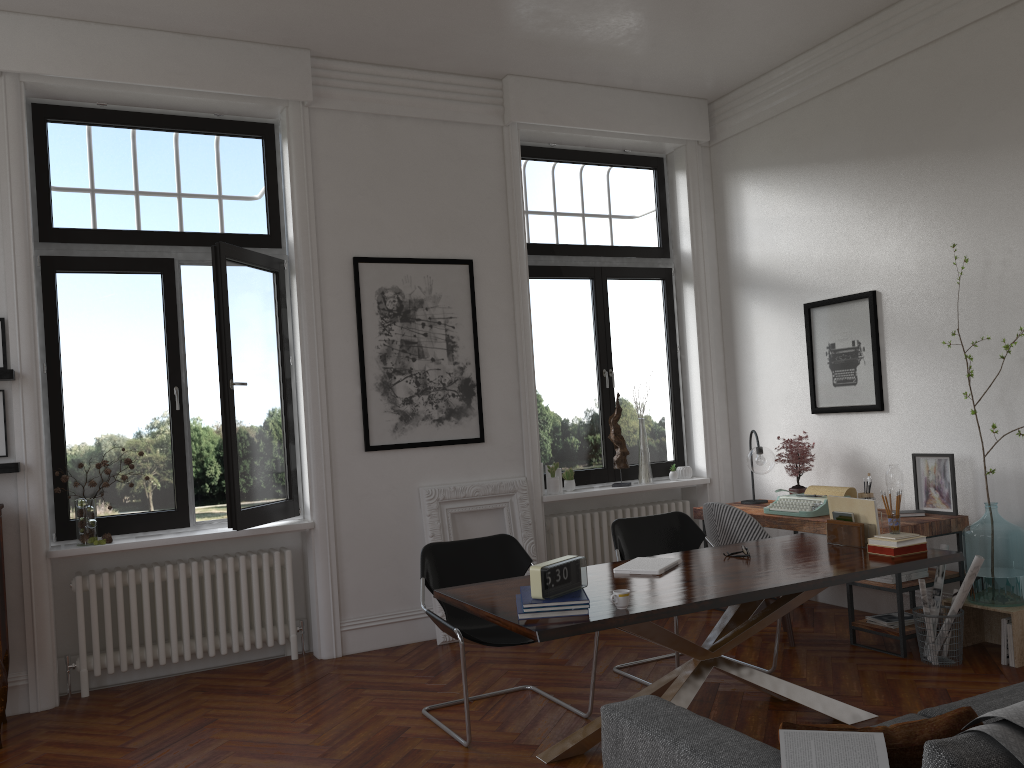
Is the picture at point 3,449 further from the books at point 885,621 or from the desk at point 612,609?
the books at point 885,621

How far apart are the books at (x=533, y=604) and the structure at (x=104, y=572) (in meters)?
2.76

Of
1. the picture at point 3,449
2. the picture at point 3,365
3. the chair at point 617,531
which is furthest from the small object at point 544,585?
the picture at point 3,365

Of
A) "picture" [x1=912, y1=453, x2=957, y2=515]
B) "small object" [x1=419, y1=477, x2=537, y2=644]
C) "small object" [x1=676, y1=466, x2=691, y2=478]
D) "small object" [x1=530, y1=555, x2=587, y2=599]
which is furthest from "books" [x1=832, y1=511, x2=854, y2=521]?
"small object" [x1=676, y1=466, x2=691, y2=478]

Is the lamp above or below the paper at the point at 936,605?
above

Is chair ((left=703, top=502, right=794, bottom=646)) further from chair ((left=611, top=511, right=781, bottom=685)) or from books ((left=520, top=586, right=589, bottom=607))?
books ((left=520, top=586, right=589, bottom=607))

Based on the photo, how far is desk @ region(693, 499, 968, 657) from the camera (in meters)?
5.04

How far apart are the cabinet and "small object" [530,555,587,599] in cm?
293

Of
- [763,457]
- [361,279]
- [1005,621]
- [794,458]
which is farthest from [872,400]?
[361,279]

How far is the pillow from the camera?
2.0m
